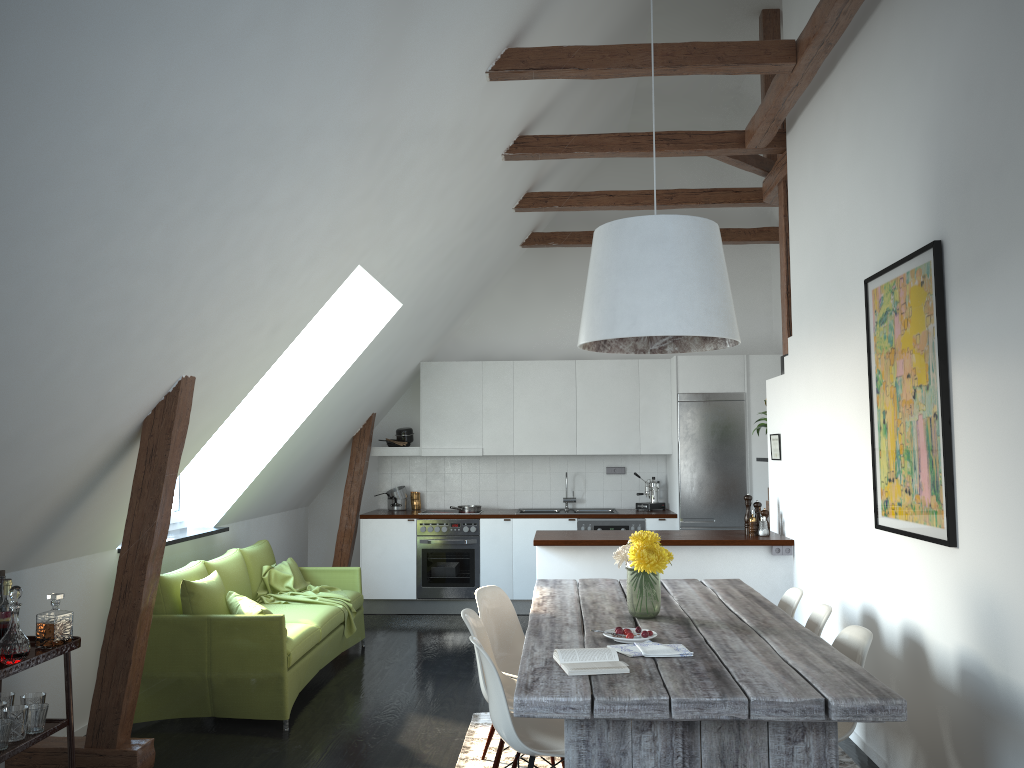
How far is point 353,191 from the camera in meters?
4.3 m

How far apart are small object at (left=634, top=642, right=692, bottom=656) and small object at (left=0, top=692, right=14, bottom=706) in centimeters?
255cm

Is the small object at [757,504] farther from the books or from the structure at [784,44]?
the books

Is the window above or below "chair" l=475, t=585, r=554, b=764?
above

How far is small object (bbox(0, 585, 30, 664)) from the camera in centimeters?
330cm

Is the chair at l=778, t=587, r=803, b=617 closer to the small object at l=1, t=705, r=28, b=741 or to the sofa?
the sofa

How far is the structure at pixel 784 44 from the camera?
4.60m

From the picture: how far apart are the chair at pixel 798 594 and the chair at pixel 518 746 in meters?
1.4

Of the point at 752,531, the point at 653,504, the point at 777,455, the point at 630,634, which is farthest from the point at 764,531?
the point at 630,634

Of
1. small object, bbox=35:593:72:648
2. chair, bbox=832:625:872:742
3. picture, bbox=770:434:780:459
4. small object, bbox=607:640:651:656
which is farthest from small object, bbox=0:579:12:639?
picture, bbox=770:434:780:459
